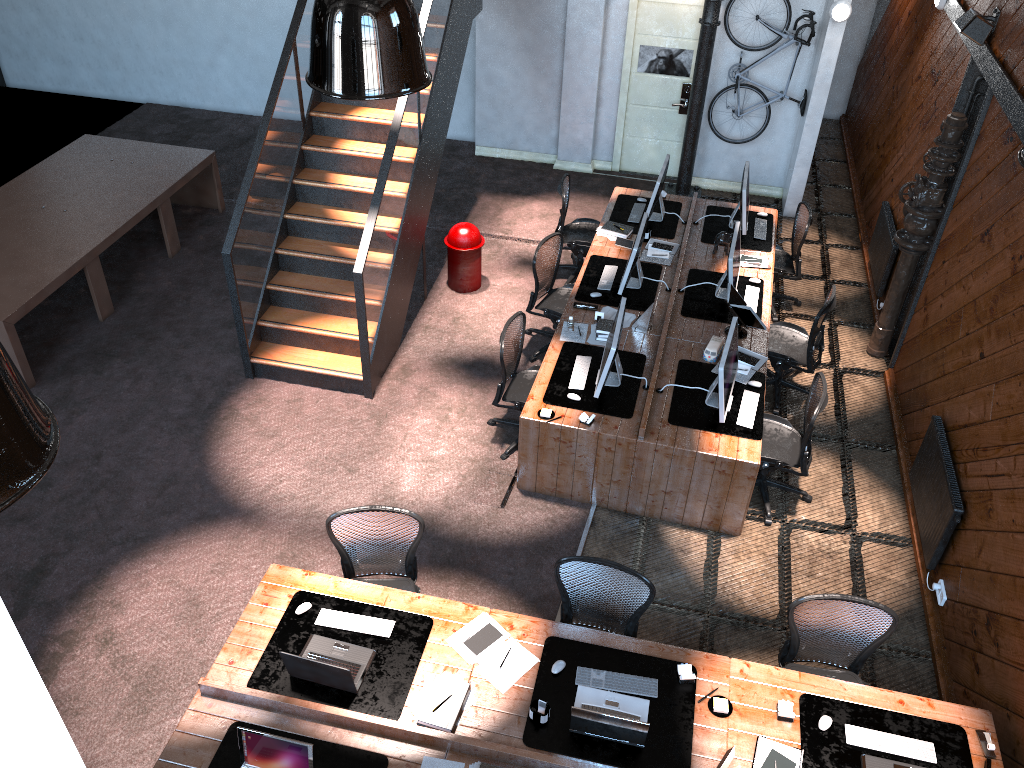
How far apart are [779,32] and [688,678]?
7.8 meters

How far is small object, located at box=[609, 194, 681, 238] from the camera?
8.88m

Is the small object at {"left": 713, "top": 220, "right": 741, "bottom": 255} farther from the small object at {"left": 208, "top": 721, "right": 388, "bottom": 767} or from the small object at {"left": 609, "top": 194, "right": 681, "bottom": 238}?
the small object at {"left": 208, "top": 721, "right": 388, "bottom": 767}

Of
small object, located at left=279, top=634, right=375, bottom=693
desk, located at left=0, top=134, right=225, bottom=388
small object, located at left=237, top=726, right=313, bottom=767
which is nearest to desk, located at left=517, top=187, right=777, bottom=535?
small object, located at left=279, top=634, right=375, bottom=693

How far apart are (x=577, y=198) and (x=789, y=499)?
5.4m

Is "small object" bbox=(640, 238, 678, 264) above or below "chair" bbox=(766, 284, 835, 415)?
above

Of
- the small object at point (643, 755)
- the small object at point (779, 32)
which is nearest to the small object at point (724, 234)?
the small object at point (779, 32)

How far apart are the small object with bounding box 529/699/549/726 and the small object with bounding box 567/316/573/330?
3.6m

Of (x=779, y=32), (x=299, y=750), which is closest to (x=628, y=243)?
(x=779, y=32)

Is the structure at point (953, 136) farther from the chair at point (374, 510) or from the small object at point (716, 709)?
the chair at point (374, 510)
